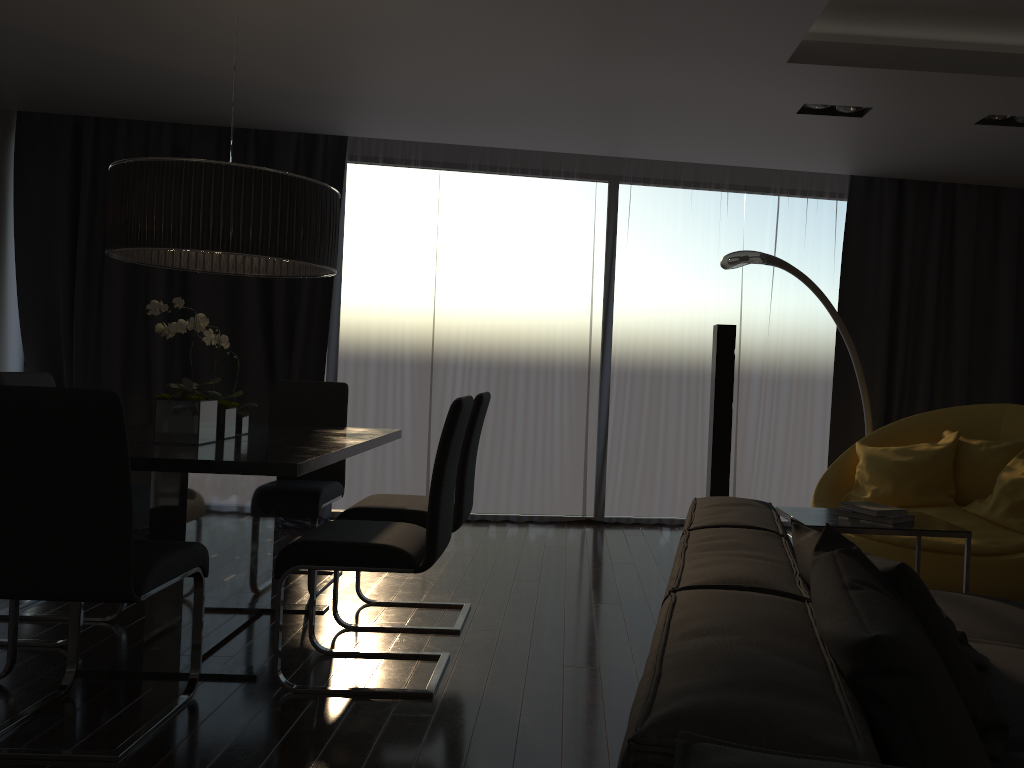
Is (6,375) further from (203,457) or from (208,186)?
(203,457)

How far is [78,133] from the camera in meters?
5.9 m

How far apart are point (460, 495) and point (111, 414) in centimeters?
154cm

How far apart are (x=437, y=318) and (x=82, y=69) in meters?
2.6 m

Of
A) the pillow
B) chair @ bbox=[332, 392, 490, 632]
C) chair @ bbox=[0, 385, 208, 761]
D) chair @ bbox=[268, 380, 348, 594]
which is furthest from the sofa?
chair @ bbox=[268, 380, 348, 594]

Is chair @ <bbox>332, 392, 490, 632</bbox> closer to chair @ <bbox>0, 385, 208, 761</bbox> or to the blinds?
chair @ <bbox>0, 385, 208, 761</bbox>

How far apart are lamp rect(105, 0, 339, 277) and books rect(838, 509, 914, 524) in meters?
2.1 m

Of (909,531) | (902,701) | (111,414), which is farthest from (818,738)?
(909,531)

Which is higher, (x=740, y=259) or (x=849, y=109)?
(x=849, y=109)

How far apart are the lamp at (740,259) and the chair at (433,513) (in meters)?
2.04
